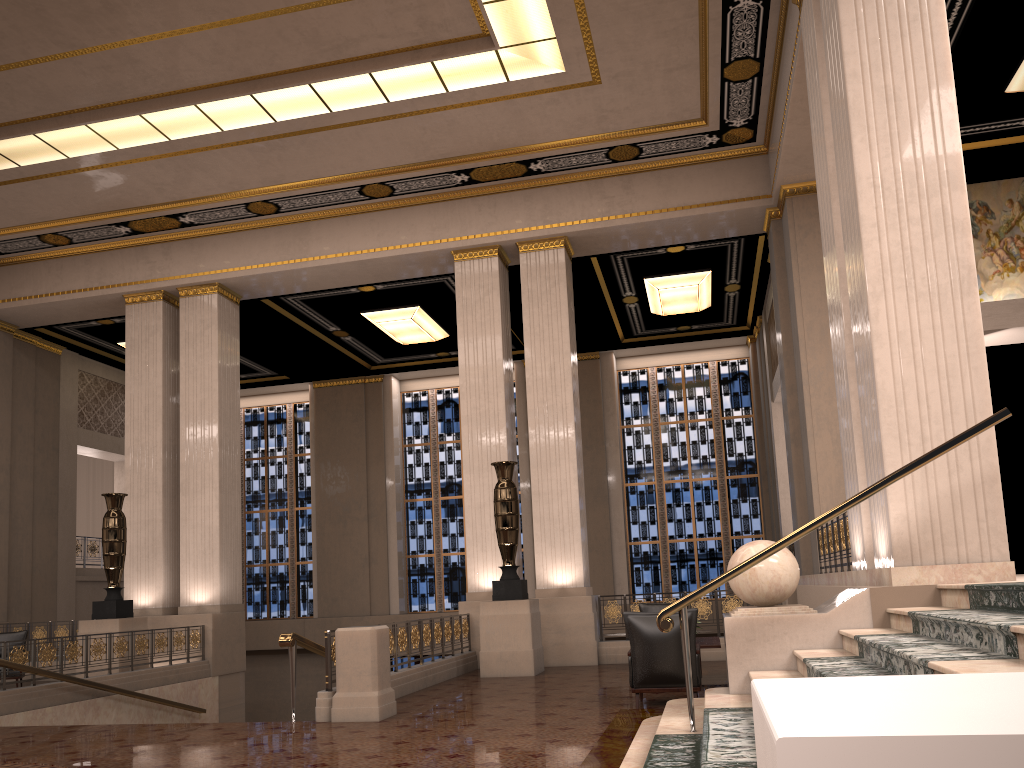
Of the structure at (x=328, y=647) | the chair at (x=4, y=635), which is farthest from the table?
the chair at (x=4, y=635)

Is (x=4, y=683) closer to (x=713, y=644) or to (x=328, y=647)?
(x=328, y=647)

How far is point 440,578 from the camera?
20.4m

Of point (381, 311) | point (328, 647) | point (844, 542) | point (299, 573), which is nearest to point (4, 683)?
point (328, 647)

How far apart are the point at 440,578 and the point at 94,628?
9.2m

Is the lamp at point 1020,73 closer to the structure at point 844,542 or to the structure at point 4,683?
the structure at point 844,542

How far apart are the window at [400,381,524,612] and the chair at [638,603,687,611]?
9.6 meters

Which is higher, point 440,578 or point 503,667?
point 440,578

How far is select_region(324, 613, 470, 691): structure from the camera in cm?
770

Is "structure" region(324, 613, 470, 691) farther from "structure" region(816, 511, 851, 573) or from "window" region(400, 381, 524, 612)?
"window" region(400, 381, 524, 612)
